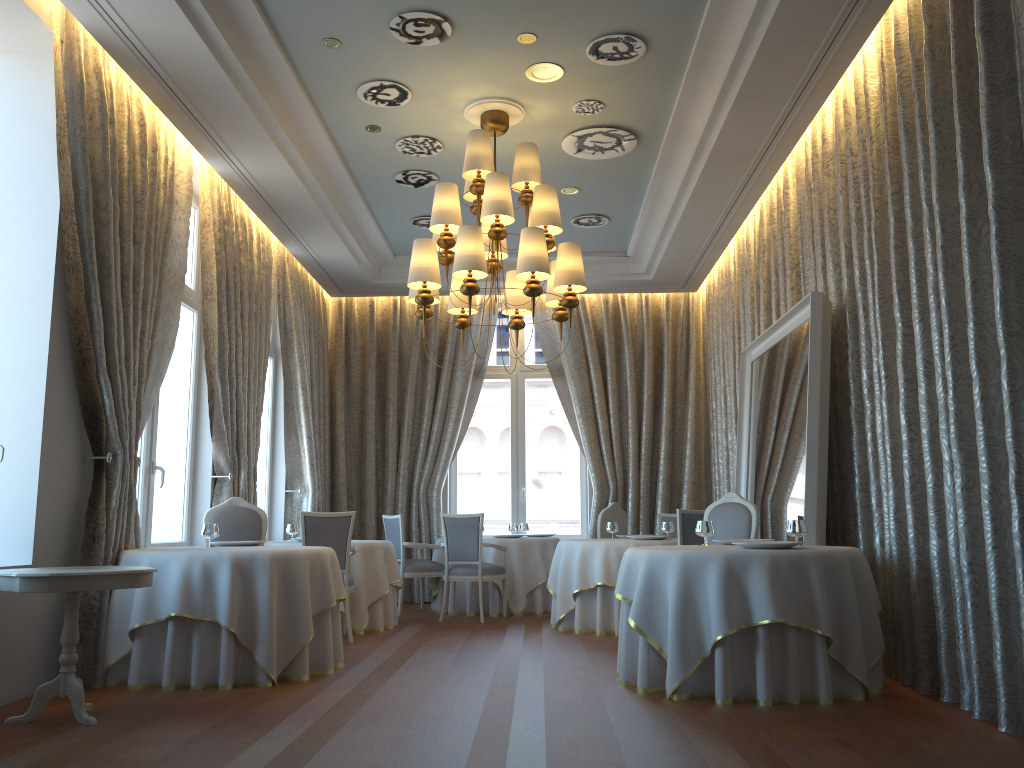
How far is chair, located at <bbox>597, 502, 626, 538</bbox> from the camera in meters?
9.8 m

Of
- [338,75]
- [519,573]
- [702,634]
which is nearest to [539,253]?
[338,75]

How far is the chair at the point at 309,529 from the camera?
7.53m

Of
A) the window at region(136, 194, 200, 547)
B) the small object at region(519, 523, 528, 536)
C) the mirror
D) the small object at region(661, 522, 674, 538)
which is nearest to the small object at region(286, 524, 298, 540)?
the window at region(136, 194, 200, 547)

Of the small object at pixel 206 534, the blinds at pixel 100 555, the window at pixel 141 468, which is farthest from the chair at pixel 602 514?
the blinds at pixel 100 555

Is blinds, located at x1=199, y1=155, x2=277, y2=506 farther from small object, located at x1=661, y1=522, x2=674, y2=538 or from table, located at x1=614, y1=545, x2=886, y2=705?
table, located at x1=614, y1=545, x2=886, y2=705

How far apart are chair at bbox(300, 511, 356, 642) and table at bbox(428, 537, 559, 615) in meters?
2.0

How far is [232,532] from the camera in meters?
7.3 m

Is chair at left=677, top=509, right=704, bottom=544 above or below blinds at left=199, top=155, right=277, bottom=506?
below

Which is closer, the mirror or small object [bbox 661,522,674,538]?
the mirror
